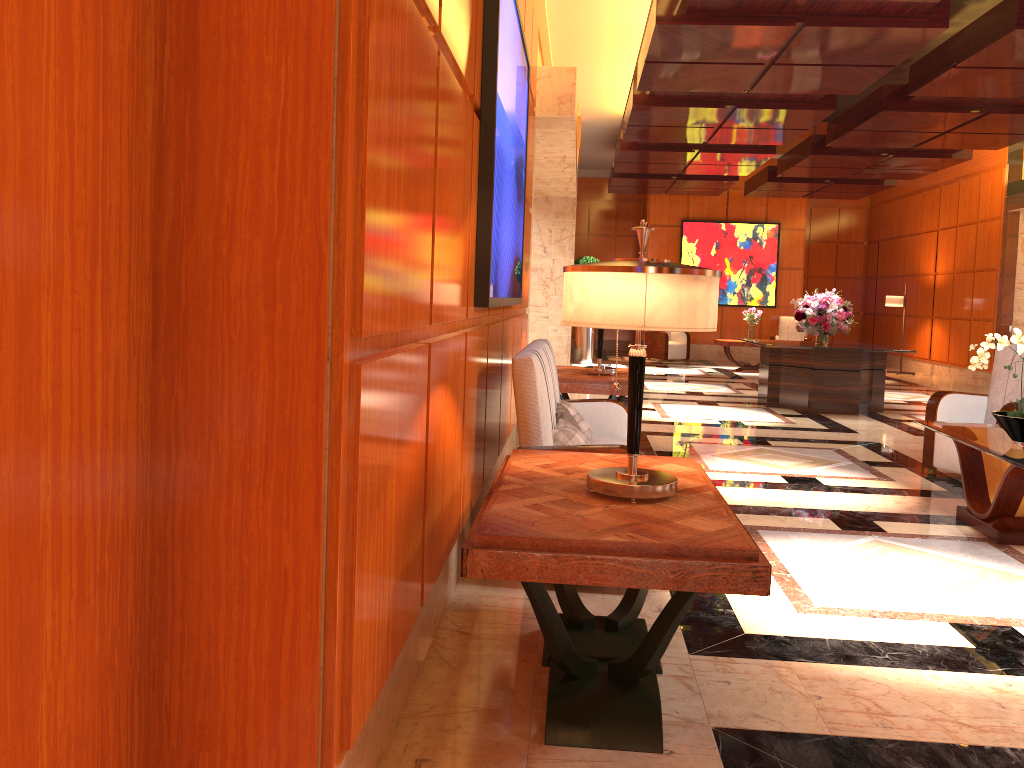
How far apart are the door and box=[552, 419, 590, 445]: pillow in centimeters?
226cm

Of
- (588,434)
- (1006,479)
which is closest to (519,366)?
(588,434)

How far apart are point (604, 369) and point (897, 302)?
11.4 meters

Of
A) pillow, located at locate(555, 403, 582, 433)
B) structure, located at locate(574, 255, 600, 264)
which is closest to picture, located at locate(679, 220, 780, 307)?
structure, located at locate(574, 255, 600, 264)

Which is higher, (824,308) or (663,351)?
(824,308)

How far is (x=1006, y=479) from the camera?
4.51m

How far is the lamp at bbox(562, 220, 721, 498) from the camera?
2.4m

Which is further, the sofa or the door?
the sofa

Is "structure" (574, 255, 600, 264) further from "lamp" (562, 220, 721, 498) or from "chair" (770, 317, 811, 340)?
"lamp" (562, 220, 721, 498)

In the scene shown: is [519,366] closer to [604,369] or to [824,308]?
[604,369]
